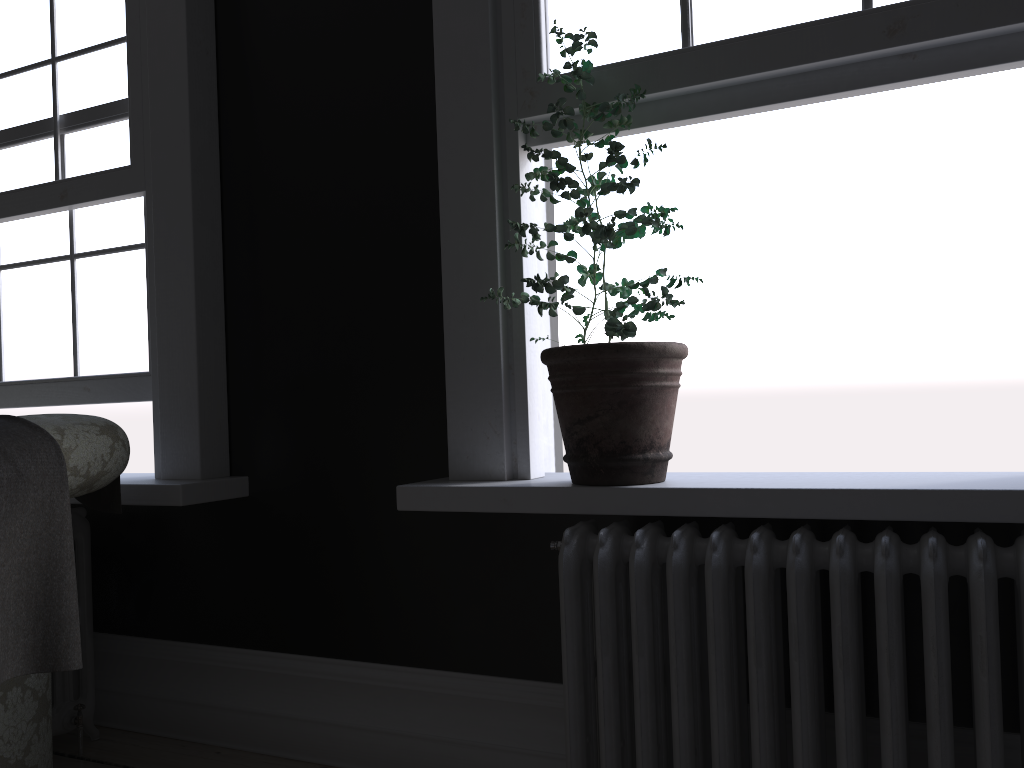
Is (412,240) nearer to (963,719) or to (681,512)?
(681,512)

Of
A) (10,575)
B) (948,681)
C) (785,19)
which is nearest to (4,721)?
(10,575)

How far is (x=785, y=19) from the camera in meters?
2.2 m

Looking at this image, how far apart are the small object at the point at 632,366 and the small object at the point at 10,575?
1.1m

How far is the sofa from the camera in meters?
2.1 m

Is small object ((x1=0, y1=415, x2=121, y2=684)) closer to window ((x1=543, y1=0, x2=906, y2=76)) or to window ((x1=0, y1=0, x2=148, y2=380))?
window ((x1=0, y1=0, x2=148, y2=380))

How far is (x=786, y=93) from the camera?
2.2 meters

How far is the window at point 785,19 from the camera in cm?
216

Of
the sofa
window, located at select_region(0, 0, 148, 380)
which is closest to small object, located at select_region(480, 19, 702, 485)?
the sofa

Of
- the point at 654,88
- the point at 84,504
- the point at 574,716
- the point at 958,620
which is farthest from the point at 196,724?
the point at 654,88
